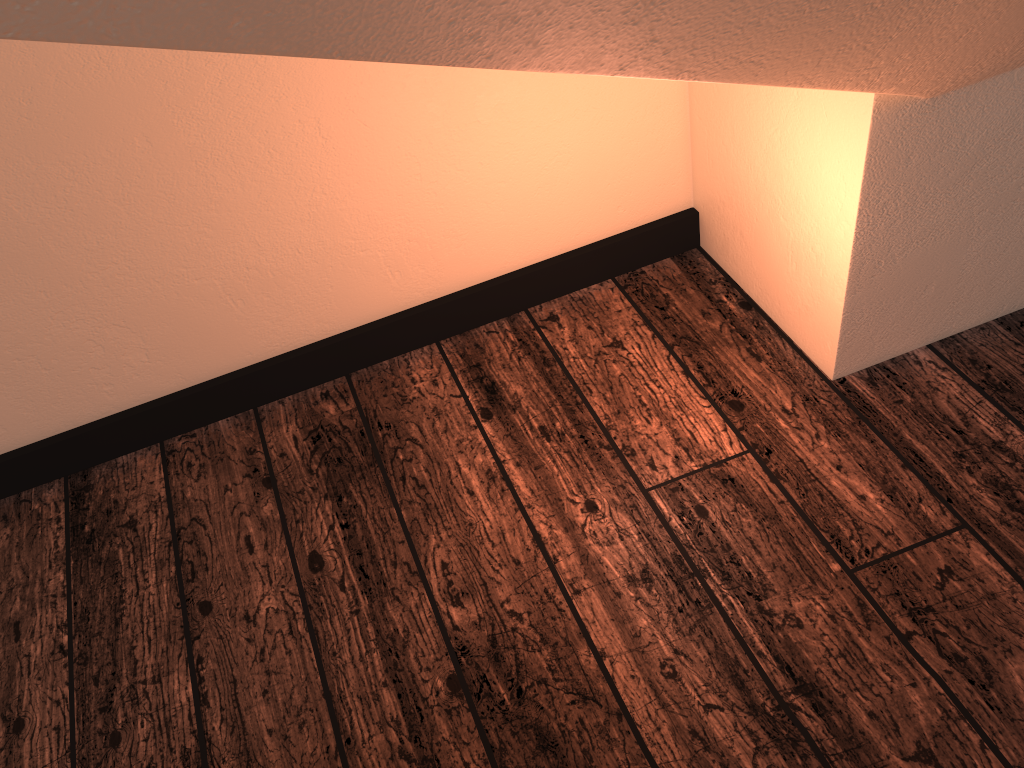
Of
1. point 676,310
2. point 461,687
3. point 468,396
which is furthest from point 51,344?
point 676,310
